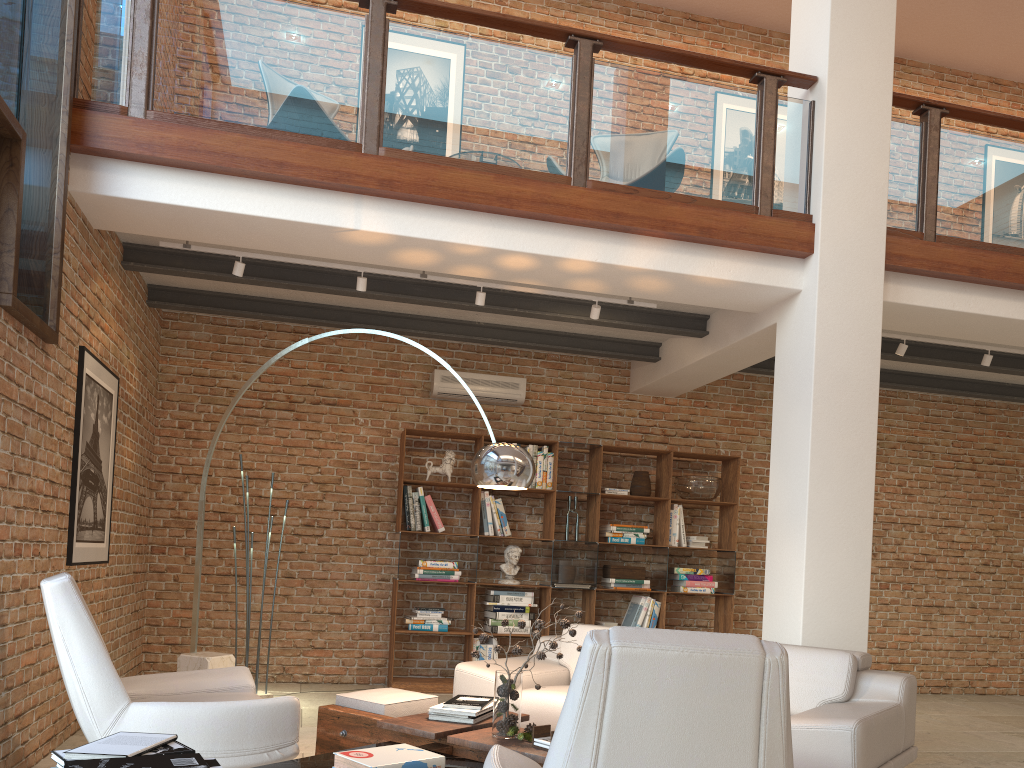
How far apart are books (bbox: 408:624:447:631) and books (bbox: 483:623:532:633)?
0.41m

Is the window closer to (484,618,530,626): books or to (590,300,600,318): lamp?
(590,300,600,318): lamp

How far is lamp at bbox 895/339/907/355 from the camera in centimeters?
632cm

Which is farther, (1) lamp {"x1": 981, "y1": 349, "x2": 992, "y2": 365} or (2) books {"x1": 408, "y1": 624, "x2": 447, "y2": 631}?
(2) books {"x1": 408, "y1": 624, "x2": 447, "y2": 631}

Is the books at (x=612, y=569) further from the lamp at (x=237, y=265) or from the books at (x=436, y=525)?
the lamp at (x=237, y=265)

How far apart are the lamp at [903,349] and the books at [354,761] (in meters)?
4.74

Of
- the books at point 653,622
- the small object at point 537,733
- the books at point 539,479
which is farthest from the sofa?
the books at point 653,622

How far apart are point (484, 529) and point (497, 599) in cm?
57

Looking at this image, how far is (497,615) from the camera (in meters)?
7.17

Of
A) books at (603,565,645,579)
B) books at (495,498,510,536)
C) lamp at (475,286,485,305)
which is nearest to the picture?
lamp at (475,286,485,305)
